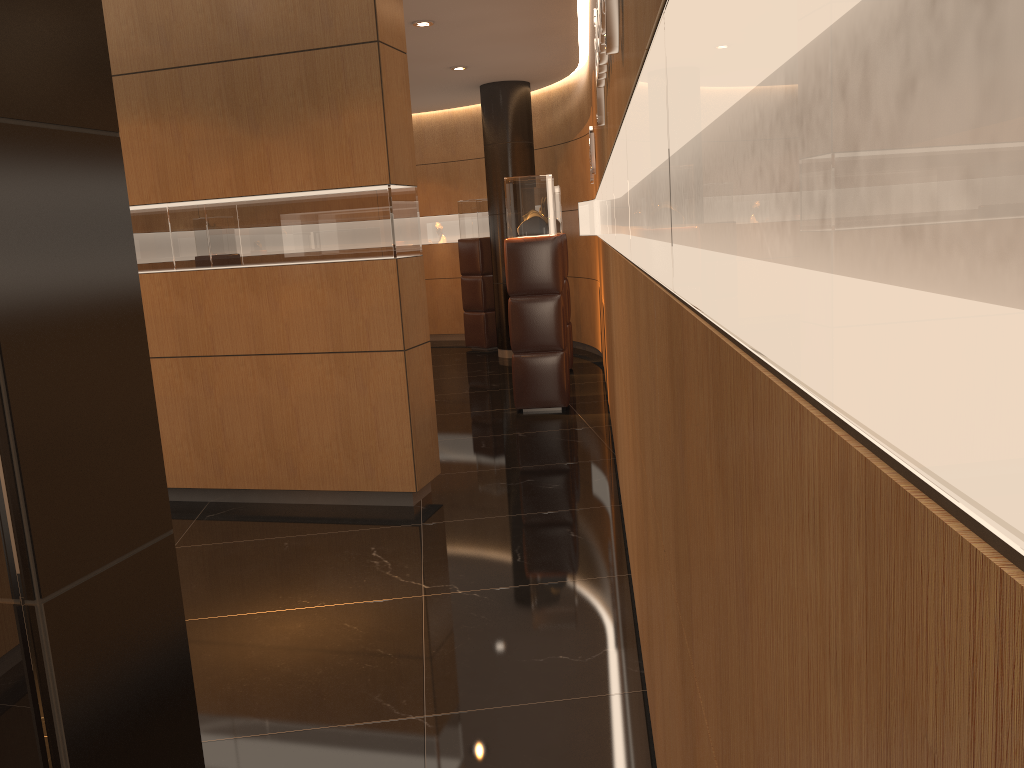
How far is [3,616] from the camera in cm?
159

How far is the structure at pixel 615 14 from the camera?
2.23m

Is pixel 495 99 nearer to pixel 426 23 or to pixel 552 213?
pixel 426 23

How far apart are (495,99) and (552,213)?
3.74m

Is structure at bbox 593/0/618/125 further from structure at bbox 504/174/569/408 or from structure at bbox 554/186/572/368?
structure at bbox 554/186/572/368

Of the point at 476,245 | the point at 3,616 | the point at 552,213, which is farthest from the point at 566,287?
the point at 3,616

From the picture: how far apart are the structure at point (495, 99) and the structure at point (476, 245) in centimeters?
71cm

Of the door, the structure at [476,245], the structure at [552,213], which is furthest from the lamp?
the door

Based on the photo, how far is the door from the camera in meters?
1.6

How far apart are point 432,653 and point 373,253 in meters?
2.4 m
